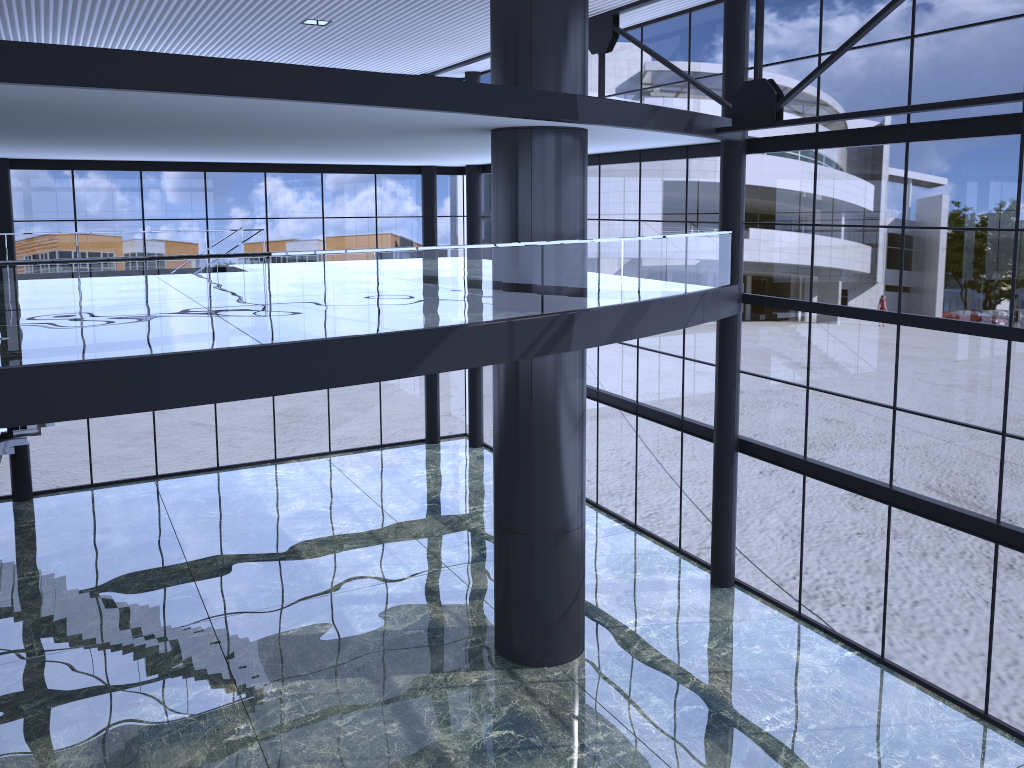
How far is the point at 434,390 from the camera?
29.2m

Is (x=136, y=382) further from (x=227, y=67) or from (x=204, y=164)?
(x=204, y=164)
